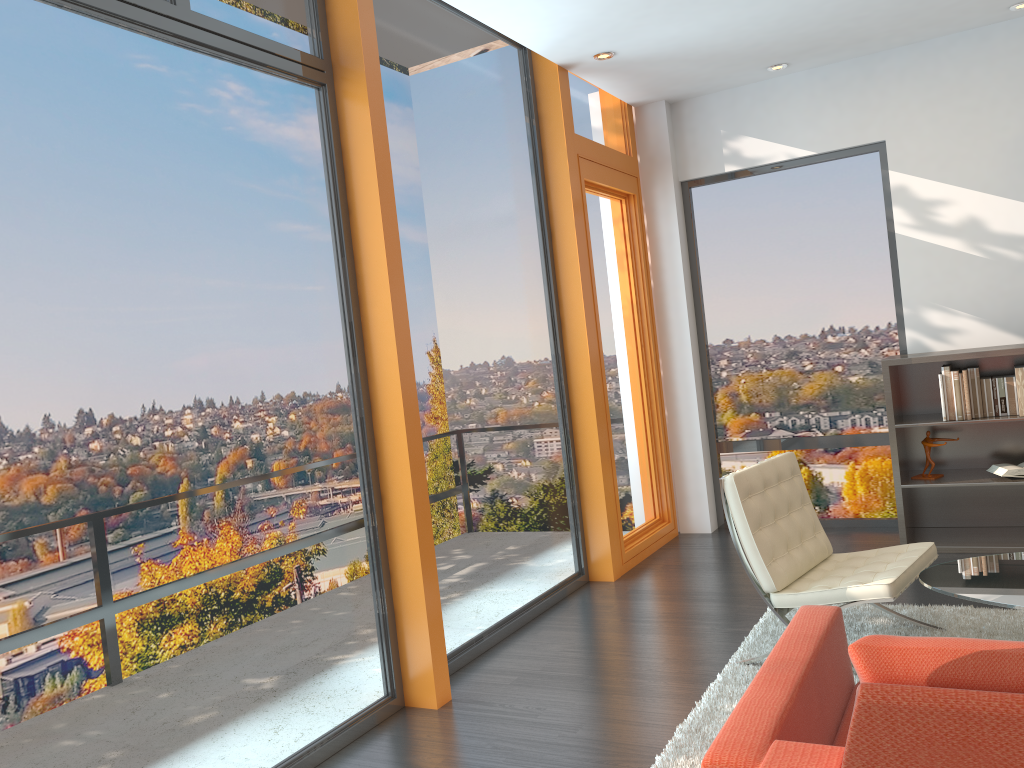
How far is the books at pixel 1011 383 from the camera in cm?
510

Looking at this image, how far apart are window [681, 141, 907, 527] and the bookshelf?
0.2m

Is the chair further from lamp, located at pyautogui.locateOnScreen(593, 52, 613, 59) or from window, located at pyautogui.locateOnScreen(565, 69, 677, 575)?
lamp, located at pyautogui.locateOnScreen(593, 52, 613, 59)

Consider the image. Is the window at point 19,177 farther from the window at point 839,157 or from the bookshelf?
the window at point 839,157

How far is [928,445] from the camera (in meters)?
5.34

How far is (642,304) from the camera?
6.4m

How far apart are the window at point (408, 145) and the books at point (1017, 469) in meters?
2.5 m

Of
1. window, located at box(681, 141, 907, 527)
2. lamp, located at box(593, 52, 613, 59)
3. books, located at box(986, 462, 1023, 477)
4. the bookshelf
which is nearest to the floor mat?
the bookshelf

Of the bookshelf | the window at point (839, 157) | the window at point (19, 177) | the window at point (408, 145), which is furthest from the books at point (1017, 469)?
the window at point (19, 177)

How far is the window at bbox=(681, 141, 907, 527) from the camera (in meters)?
6.00
